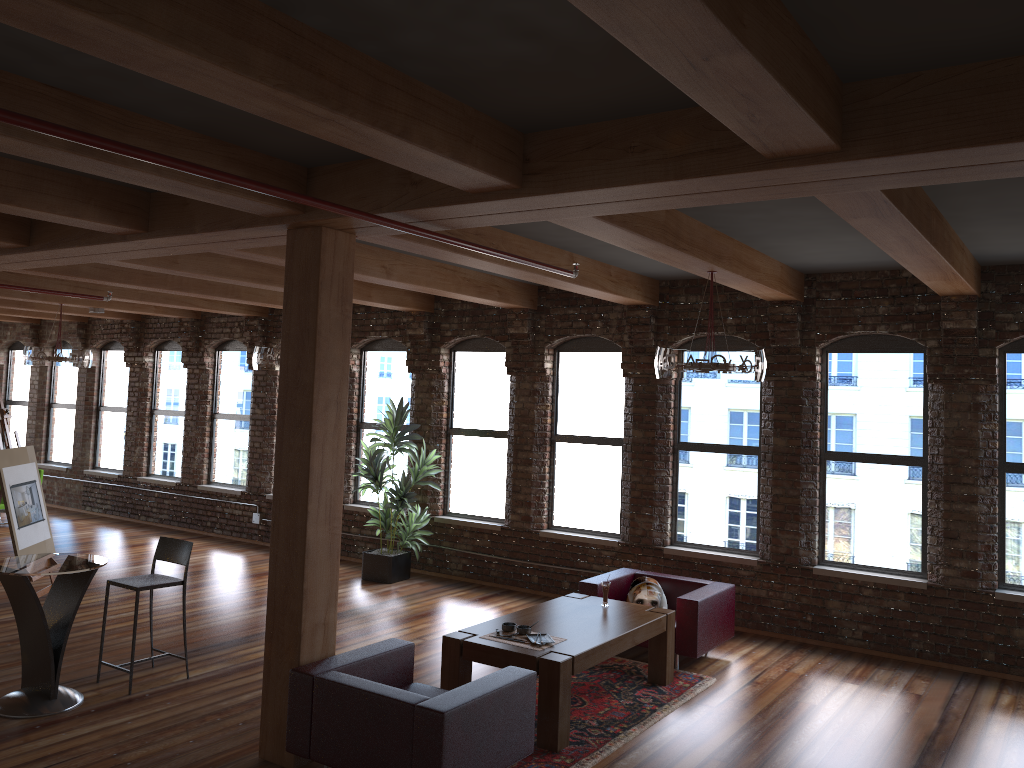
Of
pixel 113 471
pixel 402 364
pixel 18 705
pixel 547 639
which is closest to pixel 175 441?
pixel 113 471

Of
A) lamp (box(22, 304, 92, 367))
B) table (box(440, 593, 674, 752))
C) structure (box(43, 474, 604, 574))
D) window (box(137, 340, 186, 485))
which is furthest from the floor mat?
window (box(137, 340, 186, 485))

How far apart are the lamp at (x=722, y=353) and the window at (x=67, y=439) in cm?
1215

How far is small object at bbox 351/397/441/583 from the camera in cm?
1001

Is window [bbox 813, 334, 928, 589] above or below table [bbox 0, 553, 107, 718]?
above

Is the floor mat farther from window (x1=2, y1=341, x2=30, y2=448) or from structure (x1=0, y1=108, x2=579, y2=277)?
window (x1=2, y1=341, x2=30, y2=448)

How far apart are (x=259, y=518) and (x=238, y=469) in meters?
1.0 m

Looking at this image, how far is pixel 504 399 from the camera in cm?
1036

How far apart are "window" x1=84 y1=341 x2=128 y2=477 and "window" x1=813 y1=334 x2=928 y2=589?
10.9 meters

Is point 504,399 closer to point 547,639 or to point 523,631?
point 523,631
